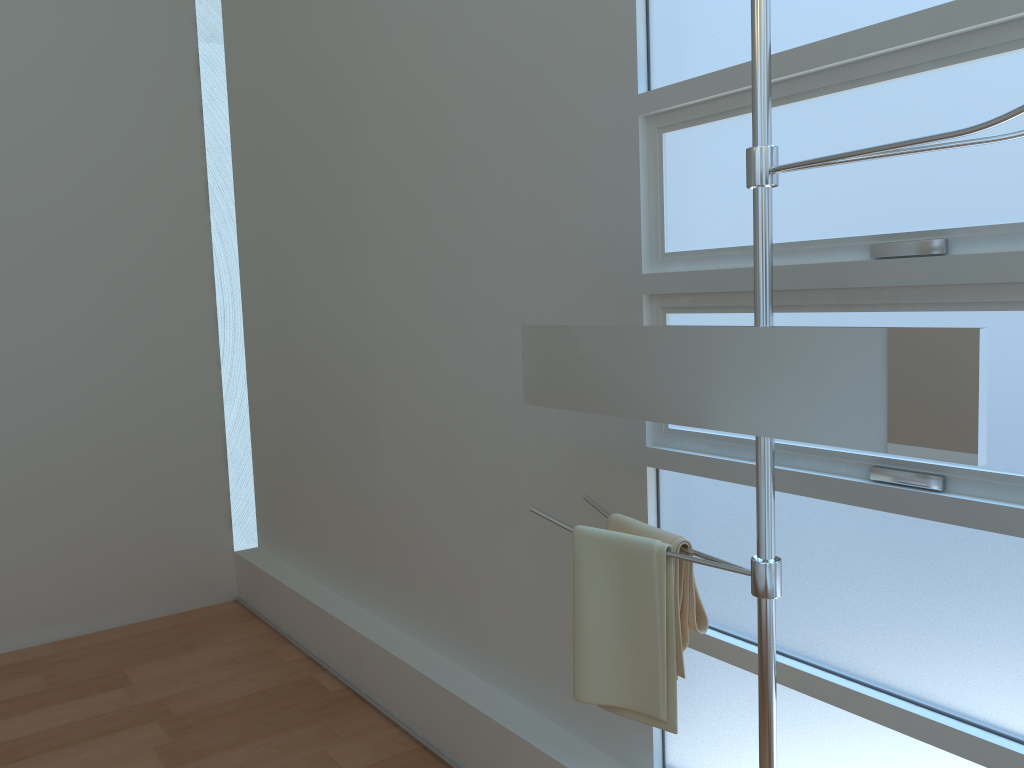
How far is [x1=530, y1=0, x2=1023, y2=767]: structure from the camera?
1.24m

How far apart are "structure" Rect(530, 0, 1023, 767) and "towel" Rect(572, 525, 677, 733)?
0.1 meters

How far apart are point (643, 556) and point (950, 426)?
0.6 meters

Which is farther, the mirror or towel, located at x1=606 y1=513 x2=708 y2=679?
towel, located at x1=606 y1=513 x2=708 y2=679

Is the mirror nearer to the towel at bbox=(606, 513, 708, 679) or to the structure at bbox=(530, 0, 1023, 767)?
the structure at bbox=(530, 0, 1023, 767)

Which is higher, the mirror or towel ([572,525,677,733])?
the mirror

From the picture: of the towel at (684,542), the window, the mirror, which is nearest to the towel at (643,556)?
the towel at (684,542)

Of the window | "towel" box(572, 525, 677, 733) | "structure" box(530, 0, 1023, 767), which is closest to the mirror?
"structure" box(530, 0, 1023, 767)

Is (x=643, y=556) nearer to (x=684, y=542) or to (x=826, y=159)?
(x=684, y=542)

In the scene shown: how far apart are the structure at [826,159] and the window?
0.27m
